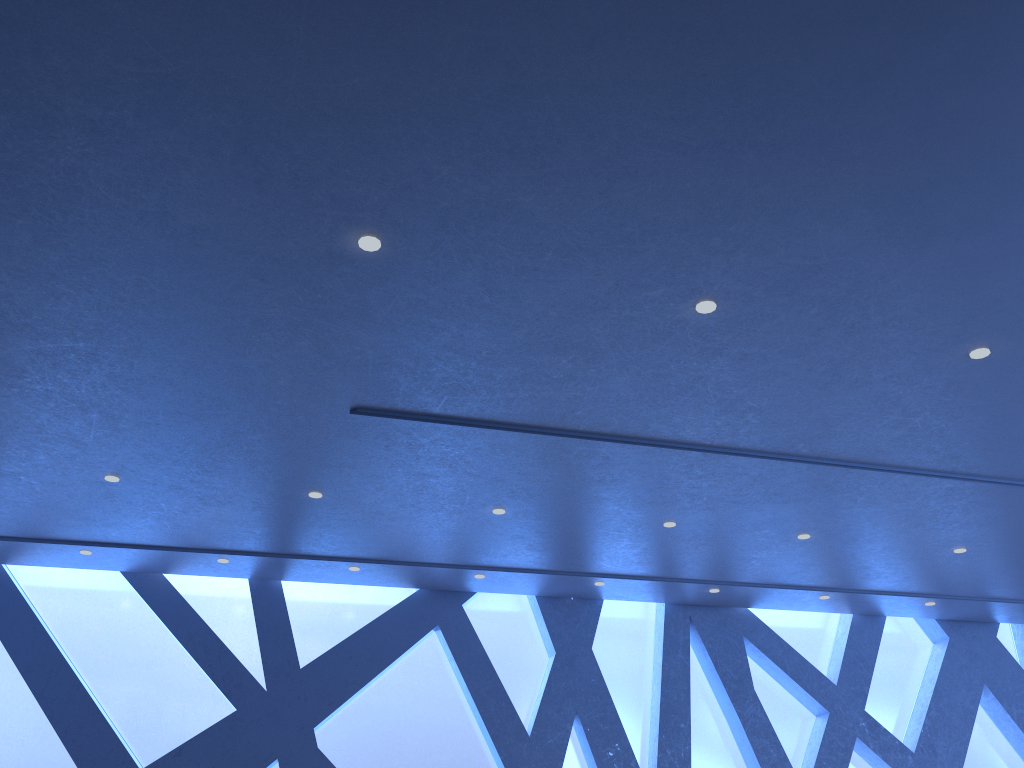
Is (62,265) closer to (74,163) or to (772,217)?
(74,163)

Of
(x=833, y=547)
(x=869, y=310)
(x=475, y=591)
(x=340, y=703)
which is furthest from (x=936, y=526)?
(x=340, y=703)
